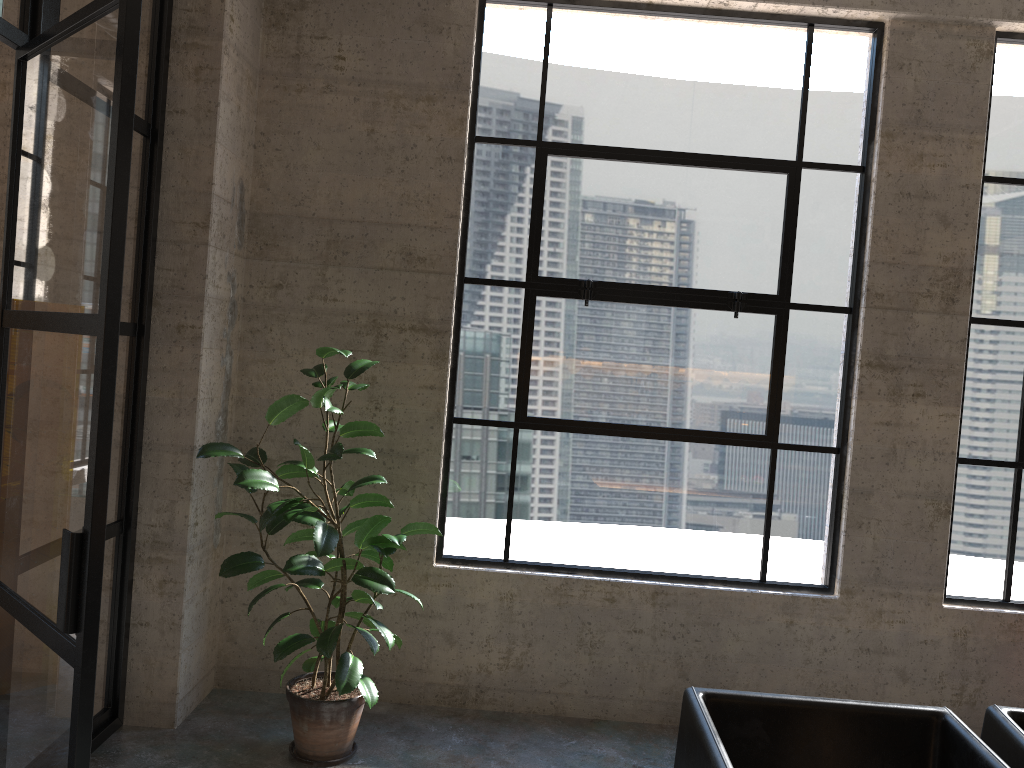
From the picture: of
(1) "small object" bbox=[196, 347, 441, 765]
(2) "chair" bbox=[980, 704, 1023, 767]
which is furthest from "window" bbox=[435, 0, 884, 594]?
(2) "chair" bbox=[980, 704, 1023, 767]

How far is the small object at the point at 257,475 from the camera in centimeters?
319cm

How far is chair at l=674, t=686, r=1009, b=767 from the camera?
2.1 meters

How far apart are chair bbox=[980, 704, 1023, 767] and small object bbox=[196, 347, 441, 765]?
1.88m

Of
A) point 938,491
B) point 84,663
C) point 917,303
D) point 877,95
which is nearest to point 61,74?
point 84,663

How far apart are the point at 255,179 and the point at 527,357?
1.4 meters

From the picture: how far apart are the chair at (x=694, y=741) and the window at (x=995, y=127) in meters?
1.9

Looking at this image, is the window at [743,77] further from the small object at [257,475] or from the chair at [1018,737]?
the chair at [1018,737]

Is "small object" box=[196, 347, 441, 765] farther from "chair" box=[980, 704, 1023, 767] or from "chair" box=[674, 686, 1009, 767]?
"chair" box=[980, 704, 1023, 767]

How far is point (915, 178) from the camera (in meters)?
3.85
